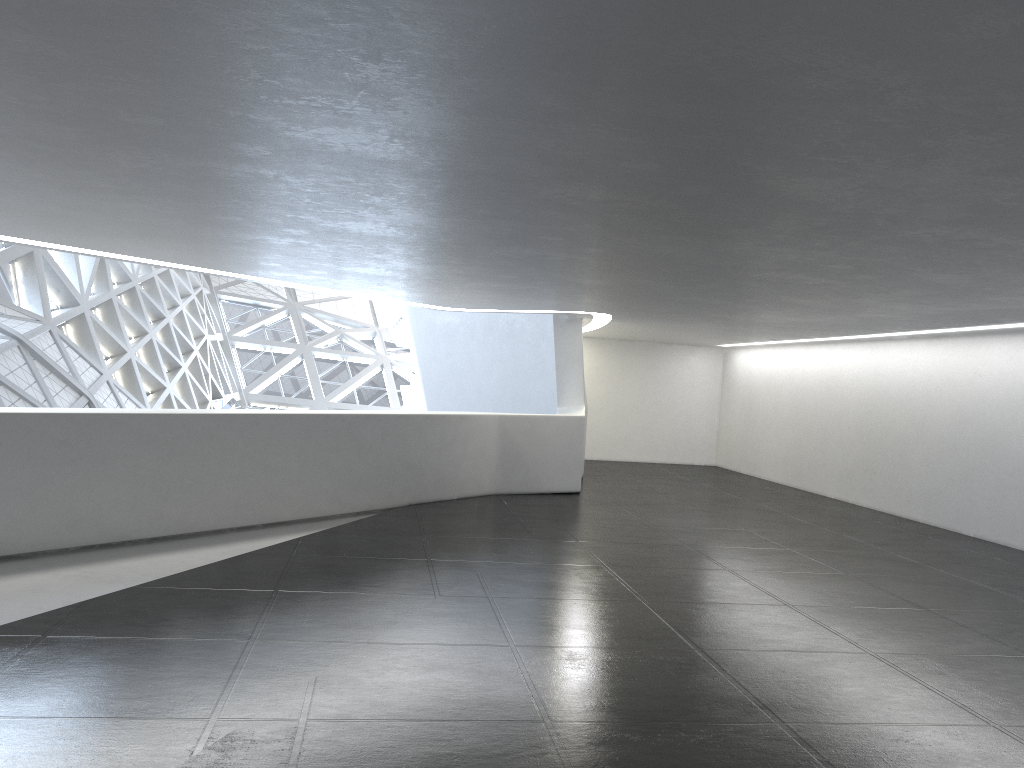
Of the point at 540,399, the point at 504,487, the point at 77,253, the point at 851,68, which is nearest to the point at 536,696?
the point at 851,68
